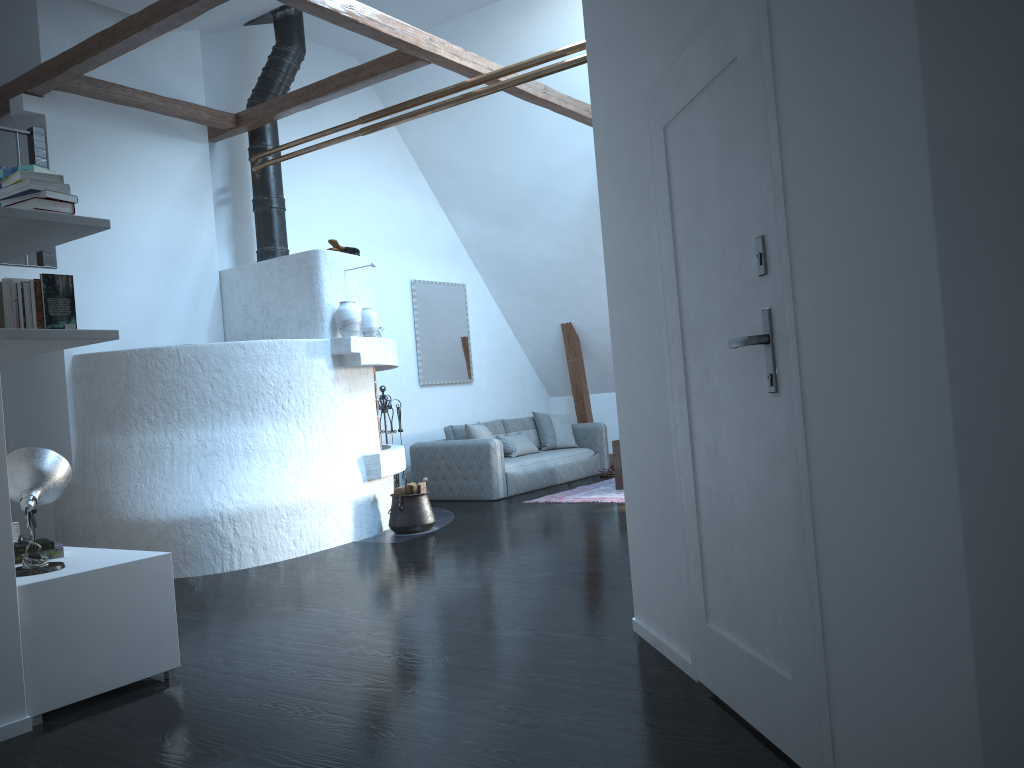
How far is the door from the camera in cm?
219

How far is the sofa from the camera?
8.8m

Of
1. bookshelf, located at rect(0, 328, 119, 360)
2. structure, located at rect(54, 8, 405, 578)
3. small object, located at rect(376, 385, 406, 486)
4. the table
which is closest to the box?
bookshelf, located at rect(0, 328, 119, 360)

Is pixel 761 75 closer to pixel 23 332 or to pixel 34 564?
pixel 23 332

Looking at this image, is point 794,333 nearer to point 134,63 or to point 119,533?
point 119,533

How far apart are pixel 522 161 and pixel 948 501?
8.4 meters

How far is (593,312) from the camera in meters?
10.7

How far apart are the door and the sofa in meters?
5.8

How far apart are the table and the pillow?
1.4 meters

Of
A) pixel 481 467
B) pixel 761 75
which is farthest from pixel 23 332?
pixel 481 467
